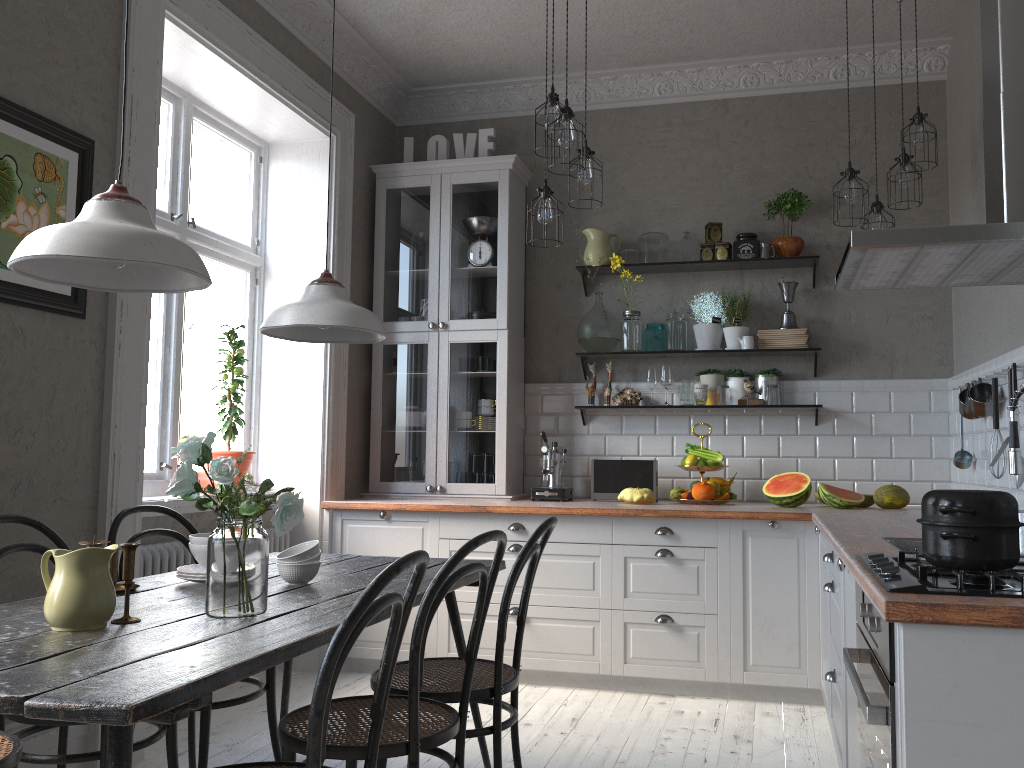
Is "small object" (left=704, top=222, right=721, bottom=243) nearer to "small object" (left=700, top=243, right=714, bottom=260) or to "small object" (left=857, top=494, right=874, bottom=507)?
"small object" (left=700, top=243, right=714, bottom=260)

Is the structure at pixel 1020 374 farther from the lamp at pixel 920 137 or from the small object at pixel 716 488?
the small object at pixel 716 488

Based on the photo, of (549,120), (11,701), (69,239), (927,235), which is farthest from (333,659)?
(549,120)

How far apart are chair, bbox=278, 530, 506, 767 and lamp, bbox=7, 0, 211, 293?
0.8 meters

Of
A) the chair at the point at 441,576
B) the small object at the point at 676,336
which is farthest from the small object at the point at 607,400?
the chair at the point at 441,576

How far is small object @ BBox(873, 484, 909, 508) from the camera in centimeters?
418cm

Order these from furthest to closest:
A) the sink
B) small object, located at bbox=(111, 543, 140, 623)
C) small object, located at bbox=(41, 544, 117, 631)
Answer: the sink
small object, located at bbox=(111, 543, 140, 623)
small object, located at bbox=(41, 544, 117, 631)

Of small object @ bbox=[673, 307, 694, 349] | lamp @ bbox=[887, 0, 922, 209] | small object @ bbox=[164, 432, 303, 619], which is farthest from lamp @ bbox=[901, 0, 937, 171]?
small object @ bbox=[164, 432, 303, 619]

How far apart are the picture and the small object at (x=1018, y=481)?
3.2 meters

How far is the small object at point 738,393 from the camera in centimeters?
475cm
